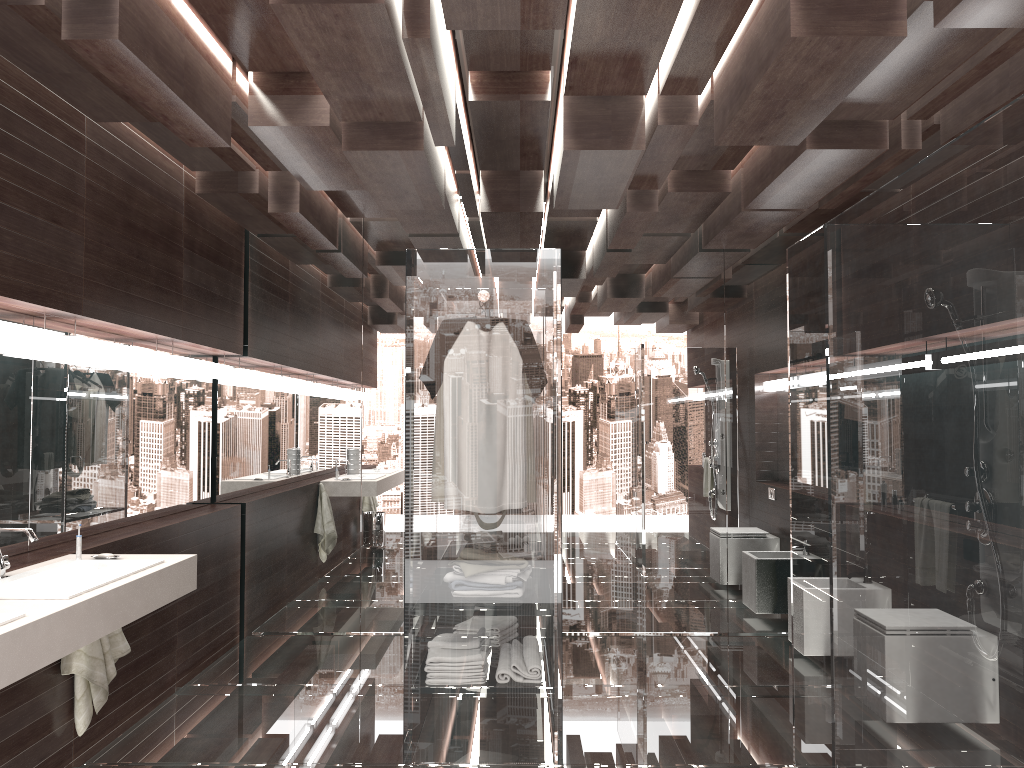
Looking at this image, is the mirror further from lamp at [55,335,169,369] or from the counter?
the counter

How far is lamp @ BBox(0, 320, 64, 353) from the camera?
3.1 meters

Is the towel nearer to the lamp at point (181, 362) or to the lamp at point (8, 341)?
the lamp at point (8, 341)

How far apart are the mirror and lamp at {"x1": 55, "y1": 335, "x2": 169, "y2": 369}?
0.1m

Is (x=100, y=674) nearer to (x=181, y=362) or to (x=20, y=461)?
(x=20, y=461)

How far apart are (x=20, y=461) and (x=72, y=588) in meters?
1.0 m

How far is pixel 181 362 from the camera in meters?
4.6

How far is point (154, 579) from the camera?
2.98m

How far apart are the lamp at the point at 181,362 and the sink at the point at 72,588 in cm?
156

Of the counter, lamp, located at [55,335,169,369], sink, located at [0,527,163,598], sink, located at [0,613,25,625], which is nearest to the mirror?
lamp, located at [55,335,169,369]
